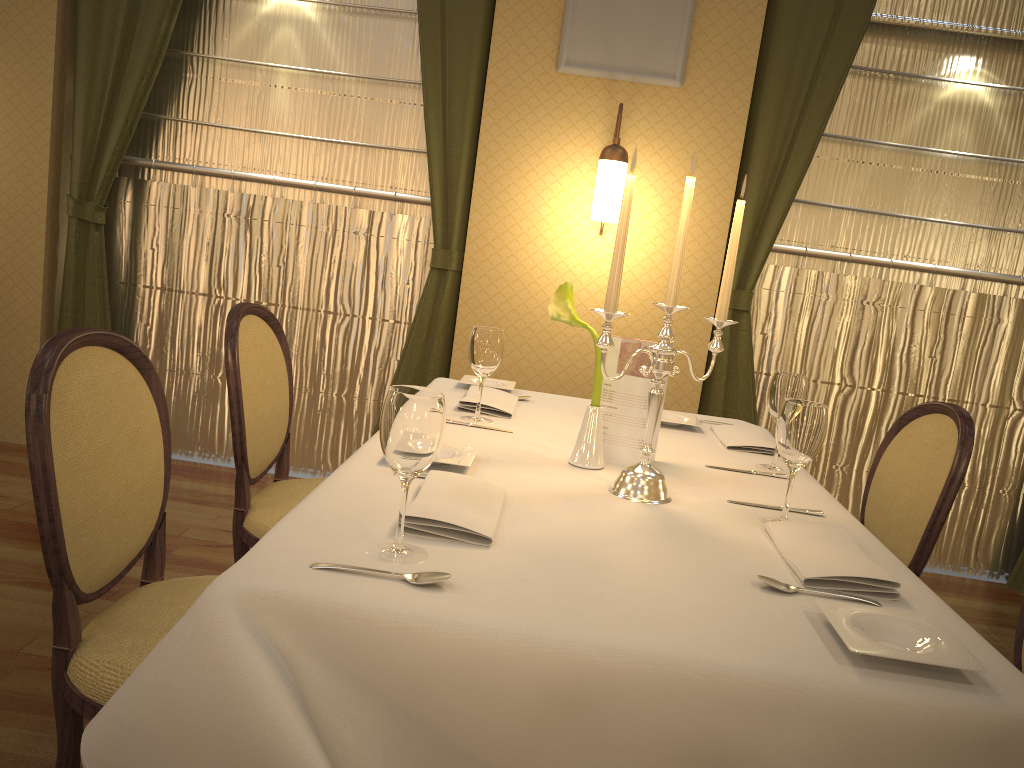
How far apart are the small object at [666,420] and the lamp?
1.1m

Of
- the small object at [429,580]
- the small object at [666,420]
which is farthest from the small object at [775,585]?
the small object at [666,420]

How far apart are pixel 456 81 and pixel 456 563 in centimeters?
291cm

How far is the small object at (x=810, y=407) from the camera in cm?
155

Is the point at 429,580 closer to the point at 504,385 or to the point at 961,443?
the point at 961,443

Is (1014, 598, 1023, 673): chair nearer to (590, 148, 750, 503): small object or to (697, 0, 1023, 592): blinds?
(590, 148, 750, 503): small object

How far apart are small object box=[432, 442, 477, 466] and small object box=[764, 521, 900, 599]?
0.6m

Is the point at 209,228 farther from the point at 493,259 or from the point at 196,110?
the point at 493,259

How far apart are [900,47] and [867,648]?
3.44m

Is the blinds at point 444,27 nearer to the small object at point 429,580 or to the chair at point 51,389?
the chair at point 51,389
